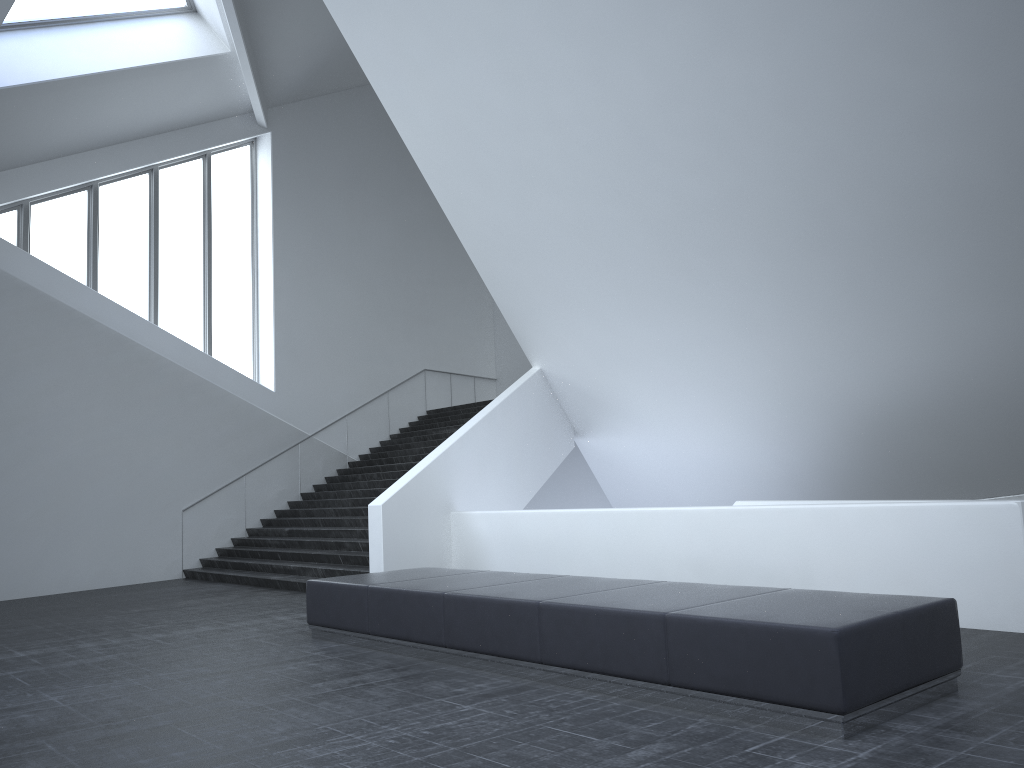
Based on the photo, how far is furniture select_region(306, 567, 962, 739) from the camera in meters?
4.8

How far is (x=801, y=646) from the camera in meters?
4.8 m

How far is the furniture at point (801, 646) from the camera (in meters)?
4.79
